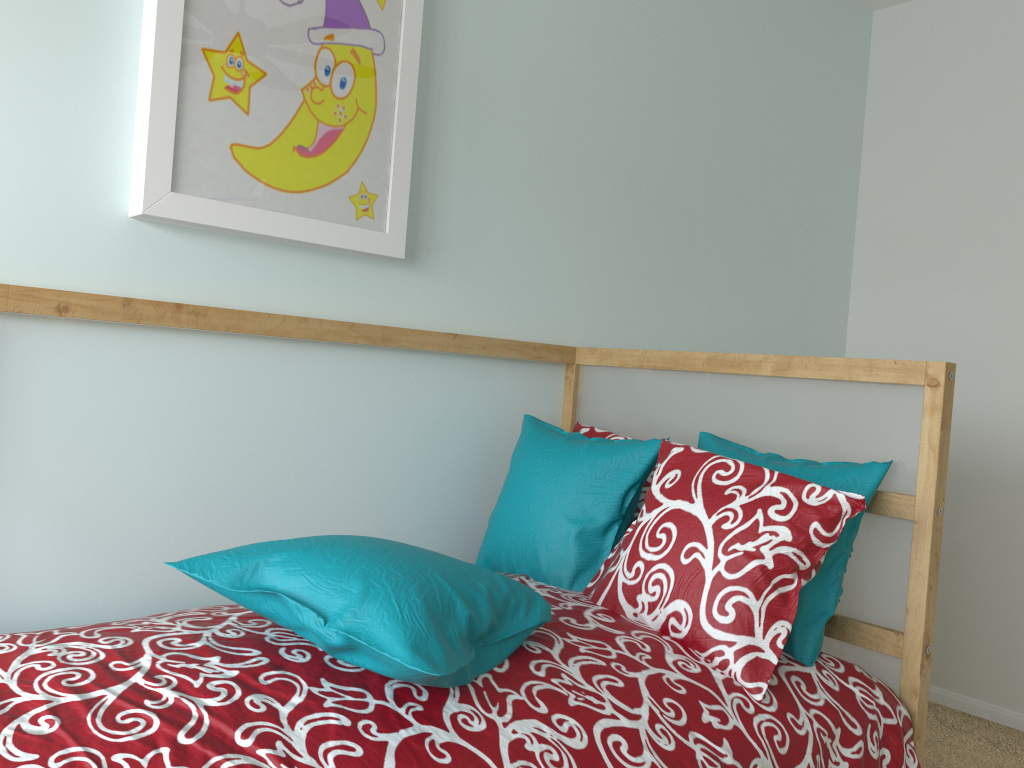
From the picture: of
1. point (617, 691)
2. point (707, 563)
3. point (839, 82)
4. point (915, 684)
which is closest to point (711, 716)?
point (617, 691)

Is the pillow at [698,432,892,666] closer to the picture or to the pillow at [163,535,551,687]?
the pillow at [163,535,551,687]

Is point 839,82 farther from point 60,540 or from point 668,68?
point 60,540

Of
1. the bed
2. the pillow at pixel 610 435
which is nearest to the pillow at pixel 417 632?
the bed

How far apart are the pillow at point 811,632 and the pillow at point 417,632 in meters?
0.4 m

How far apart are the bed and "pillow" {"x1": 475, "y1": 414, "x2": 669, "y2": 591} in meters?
0.0 m

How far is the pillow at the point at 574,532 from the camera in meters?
1.6

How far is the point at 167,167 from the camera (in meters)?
1.42

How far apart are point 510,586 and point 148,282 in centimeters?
79cm

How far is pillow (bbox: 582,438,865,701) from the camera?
1.3 meters
